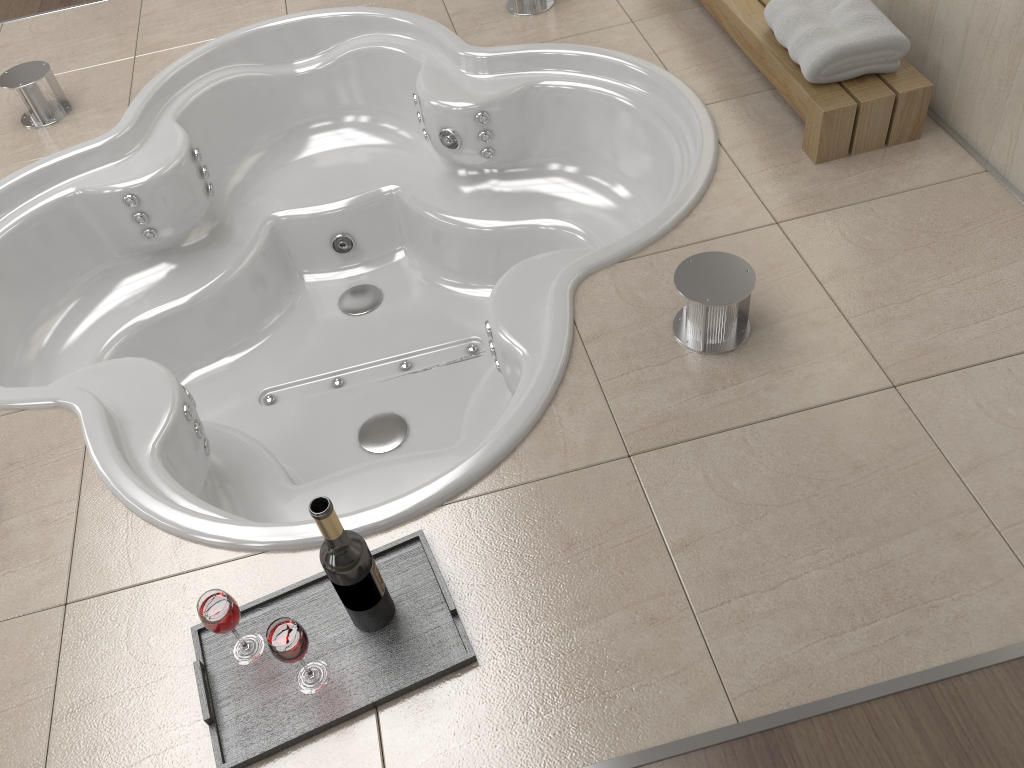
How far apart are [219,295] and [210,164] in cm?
48

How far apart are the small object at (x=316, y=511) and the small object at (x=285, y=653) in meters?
0.1 m

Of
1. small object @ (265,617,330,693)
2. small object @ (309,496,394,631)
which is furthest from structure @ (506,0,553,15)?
small object @ (265,617,330,693)

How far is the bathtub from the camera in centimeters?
188cm

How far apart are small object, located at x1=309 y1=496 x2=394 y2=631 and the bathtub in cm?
17

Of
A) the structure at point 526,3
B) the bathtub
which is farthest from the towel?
the structure at point 526,3

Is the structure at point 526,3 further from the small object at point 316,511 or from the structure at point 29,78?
the small object at point 316,511

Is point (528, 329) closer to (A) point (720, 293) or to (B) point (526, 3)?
(A) point (720, 293)

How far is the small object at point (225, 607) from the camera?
1.3m

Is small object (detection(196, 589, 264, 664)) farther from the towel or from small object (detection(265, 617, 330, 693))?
the towel
